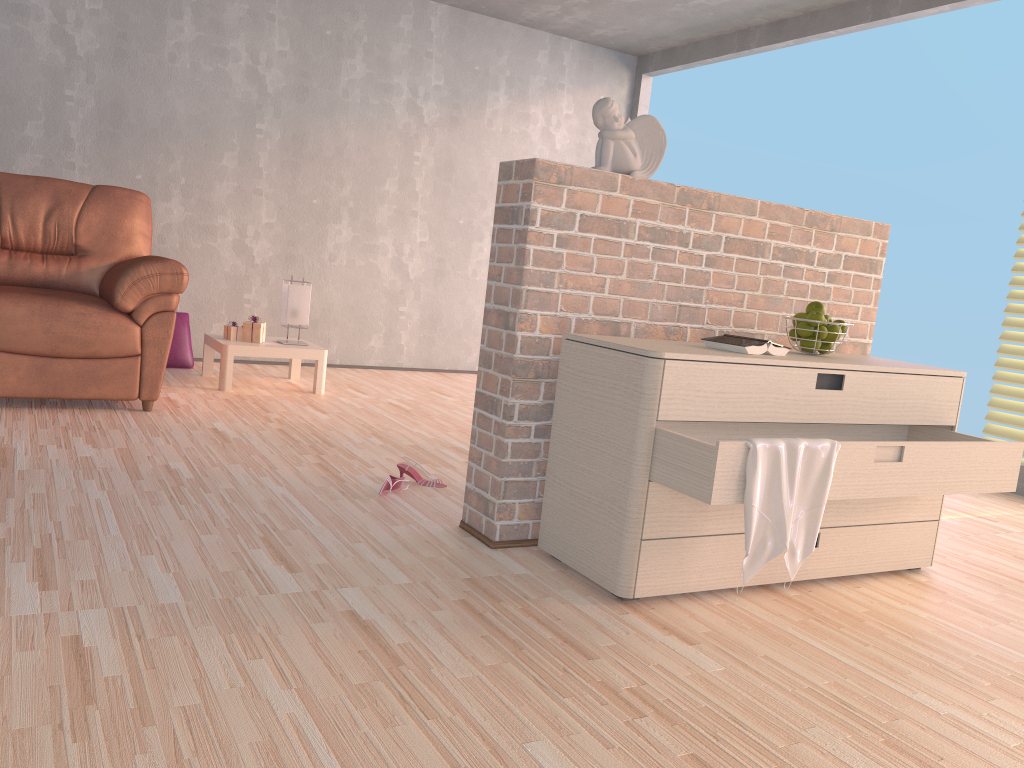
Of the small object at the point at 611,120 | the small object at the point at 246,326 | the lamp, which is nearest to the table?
the small object at the point at 246,326

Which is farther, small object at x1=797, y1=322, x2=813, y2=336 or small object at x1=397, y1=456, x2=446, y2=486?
small object at x1=397, y1=456, x2=446, y2=486

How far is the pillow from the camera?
5.1 meters

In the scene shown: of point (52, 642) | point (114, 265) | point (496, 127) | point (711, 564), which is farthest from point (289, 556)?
point (496, 127)

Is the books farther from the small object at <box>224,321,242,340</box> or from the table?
the small object at <box>224,321,242,340</box>

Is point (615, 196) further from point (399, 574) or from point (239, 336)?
point (239, 336)

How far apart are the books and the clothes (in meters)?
0.35

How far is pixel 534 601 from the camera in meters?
2.1

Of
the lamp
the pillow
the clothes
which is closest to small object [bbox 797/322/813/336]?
the clothes

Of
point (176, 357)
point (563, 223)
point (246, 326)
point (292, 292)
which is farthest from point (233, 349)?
point (563, 223)
